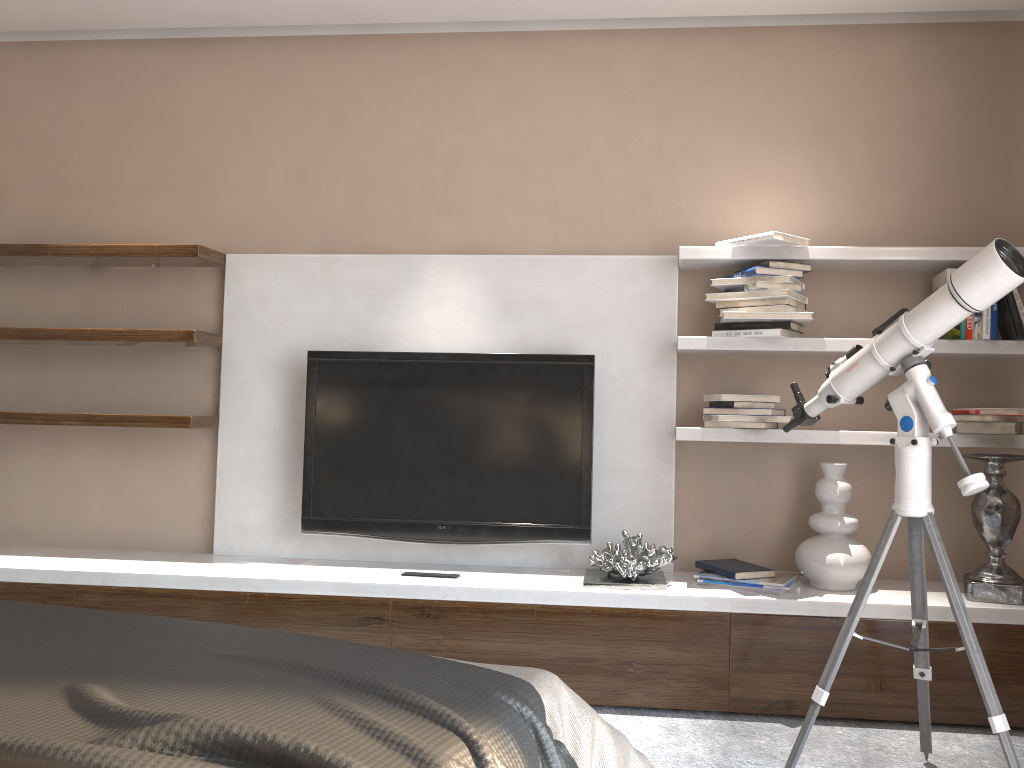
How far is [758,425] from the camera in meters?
3.0 m

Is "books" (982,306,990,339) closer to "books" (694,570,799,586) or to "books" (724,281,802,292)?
"books" (724,281,802,292)

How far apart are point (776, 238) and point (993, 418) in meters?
0.9

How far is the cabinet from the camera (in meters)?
2.73

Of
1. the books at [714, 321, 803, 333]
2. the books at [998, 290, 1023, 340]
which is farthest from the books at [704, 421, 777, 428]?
the books at [998, 290, 1023, 340]

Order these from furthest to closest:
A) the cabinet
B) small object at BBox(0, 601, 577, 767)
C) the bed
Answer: the cabinet → the bed → small object at BBox(0, 601, 577, 767)

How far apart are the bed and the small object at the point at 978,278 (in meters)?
0.83

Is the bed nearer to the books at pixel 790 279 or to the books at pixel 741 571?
the books at pixel 741 571

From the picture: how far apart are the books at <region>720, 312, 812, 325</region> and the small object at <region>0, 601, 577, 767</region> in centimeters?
199cm

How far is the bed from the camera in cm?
131
